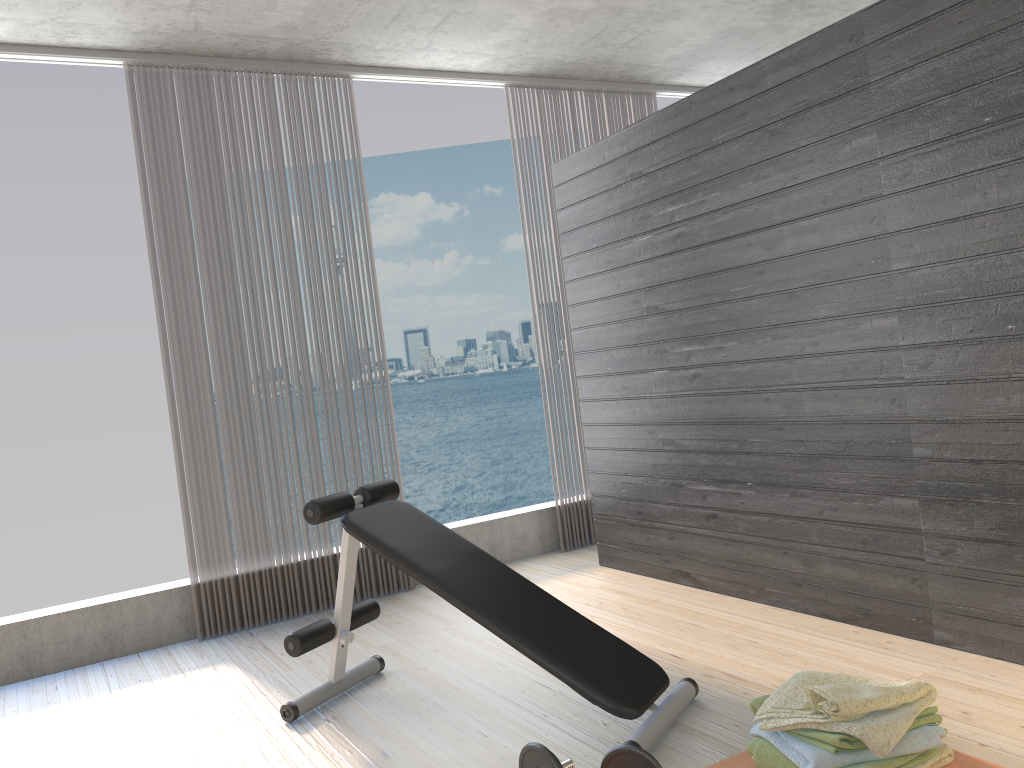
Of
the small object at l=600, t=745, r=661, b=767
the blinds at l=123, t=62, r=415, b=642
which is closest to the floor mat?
the small object at l=600, t=745, r=661, b=767

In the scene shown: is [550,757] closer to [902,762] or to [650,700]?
[650,700]

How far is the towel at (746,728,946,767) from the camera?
2.1 meters

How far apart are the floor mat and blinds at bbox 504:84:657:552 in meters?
2.8

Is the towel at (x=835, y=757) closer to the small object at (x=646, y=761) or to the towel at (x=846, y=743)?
the towel at (x=846, y=743)

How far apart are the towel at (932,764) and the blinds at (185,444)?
3.0m

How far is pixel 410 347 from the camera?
34.0 meters

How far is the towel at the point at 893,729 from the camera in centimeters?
208cm

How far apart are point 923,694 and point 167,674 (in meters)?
2.93

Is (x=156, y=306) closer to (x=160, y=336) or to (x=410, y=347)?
(x=160, y=336)
